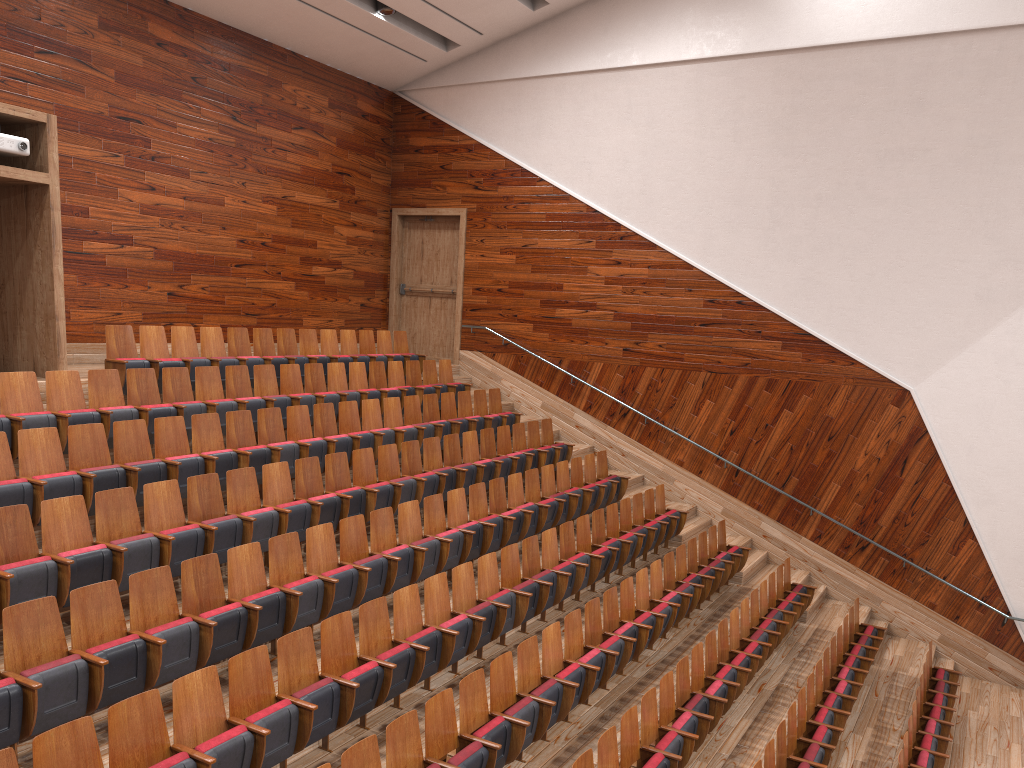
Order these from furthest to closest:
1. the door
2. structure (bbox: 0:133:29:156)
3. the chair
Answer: the door, structure (bbox: 0:133:29:156), the chair

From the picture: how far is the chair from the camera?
0.48m

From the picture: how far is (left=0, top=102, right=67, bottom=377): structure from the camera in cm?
79

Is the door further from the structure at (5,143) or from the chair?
the structure at (5,143)

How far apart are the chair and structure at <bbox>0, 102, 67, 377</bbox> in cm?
4

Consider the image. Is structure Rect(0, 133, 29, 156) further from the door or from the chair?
the door

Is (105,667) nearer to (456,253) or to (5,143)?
(5,143)

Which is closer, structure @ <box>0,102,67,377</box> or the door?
structure @ <box>0,102,67,377</box>

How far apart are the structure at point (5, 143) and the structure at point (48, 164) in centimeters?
1cm

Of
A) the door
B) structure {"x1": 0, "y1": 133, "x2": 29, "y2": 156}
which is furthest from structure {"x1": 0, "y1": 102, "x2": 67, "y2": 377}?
the door
